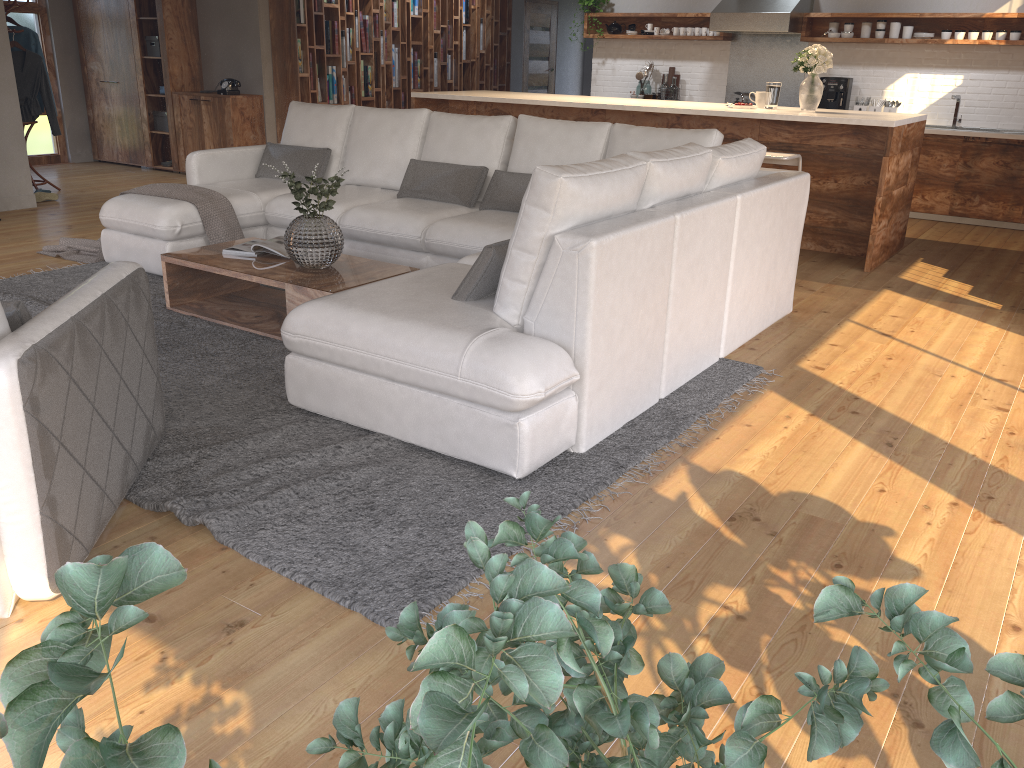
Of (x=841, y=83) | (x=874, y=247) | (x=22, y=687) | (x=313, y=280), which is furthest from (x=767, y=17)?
(x=22, y=687)

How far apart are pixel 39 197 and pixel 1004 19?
8.50m

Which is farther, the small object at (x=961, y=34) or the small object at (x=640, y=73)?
the small object at (x=640, y=73)

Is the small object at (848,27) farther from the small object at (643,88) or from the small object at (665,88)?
the small object at (643,88)

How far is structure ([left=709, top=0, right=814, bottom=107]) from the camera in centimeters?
824cm

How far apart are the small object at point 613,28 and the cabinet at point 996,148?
3.46m

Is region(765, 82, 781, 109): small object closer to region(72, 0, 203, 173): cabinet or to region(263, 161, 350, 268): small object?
region(263, 161, 350, 268): small object

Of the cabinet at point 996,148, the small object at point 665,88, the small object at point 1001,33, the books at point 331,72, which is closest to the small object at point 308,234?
the books at point 331,72

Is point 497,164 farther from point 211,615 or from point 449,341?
point 211,615

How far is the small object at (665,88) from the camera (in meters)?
9.30
